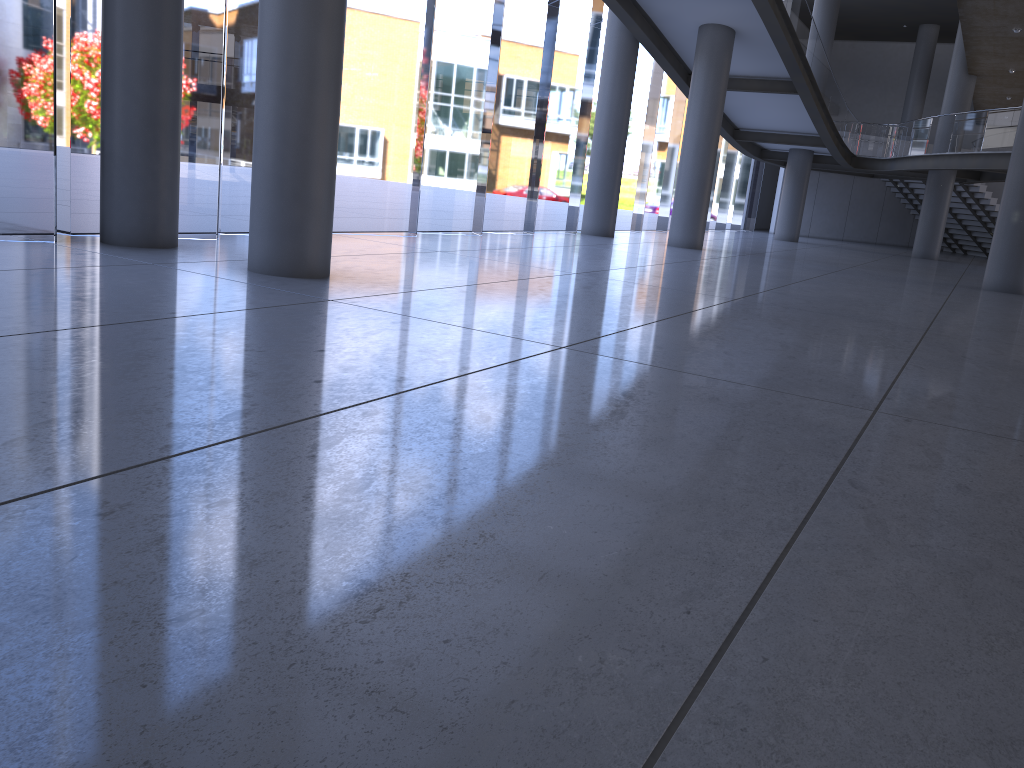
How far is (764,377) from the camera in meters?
6.2 m

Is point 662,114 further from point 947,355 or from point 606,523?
point 606,523

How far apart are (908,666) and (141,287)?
6.3m
